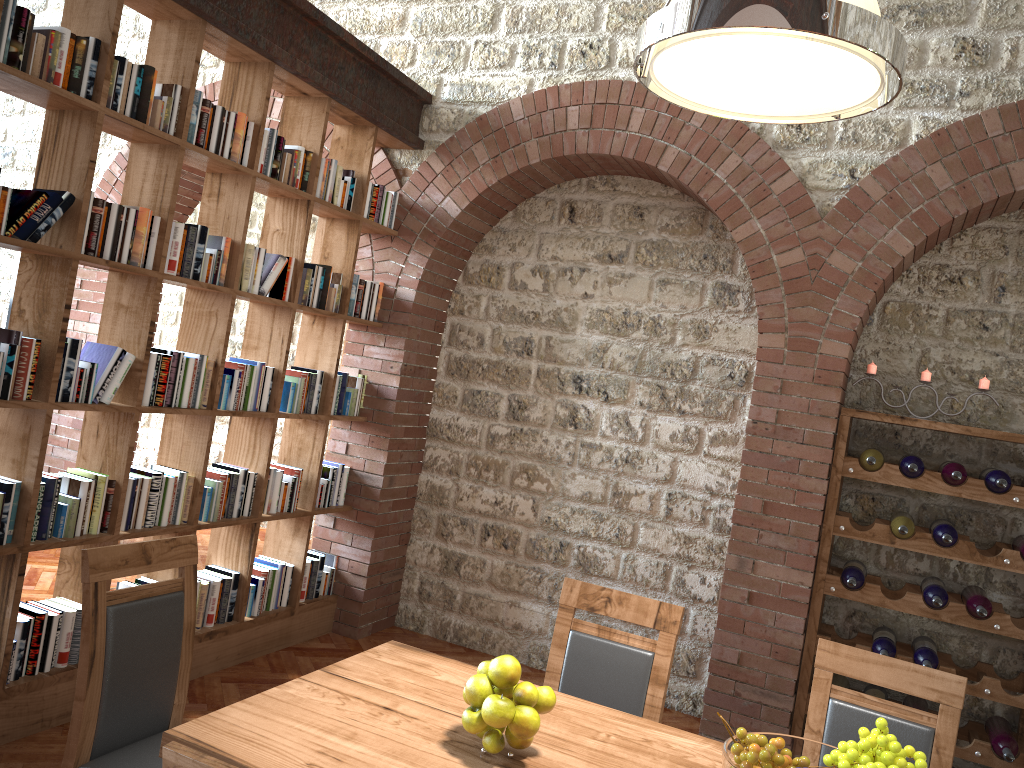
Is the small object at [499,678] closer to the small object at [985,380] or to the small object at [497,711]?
the small object at [497,711]

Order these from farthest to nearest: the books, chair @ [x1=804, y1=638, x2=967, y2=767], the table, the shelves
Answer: the shelves < the books < chair @ [x1=804, y1=638, x2=967, y2=767] < the table

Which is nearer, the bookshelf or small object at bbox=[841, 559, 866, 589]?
the bookshelf

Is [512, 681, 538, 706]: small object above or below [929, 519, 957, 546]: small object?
below

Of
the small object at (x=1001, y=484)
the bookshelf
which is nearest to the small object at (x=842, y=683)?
the small object at (x=1001, y=484)

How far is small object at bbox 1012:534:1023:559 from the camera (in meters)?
3.90

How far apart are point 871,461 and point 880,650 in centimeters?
85cm

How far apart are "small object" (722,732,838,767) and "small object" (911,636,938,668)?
2.27m

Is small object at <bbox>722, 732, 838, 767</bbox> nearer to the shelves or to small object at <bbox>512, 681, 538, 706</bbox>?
small object at <bbox>512, 681, 538, 706</bbox>

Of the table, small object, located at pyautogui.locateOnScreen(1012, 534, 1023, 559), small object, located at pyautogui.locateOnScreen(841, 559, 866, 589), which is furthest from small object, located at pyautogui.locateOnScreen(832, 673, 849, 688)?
the table
